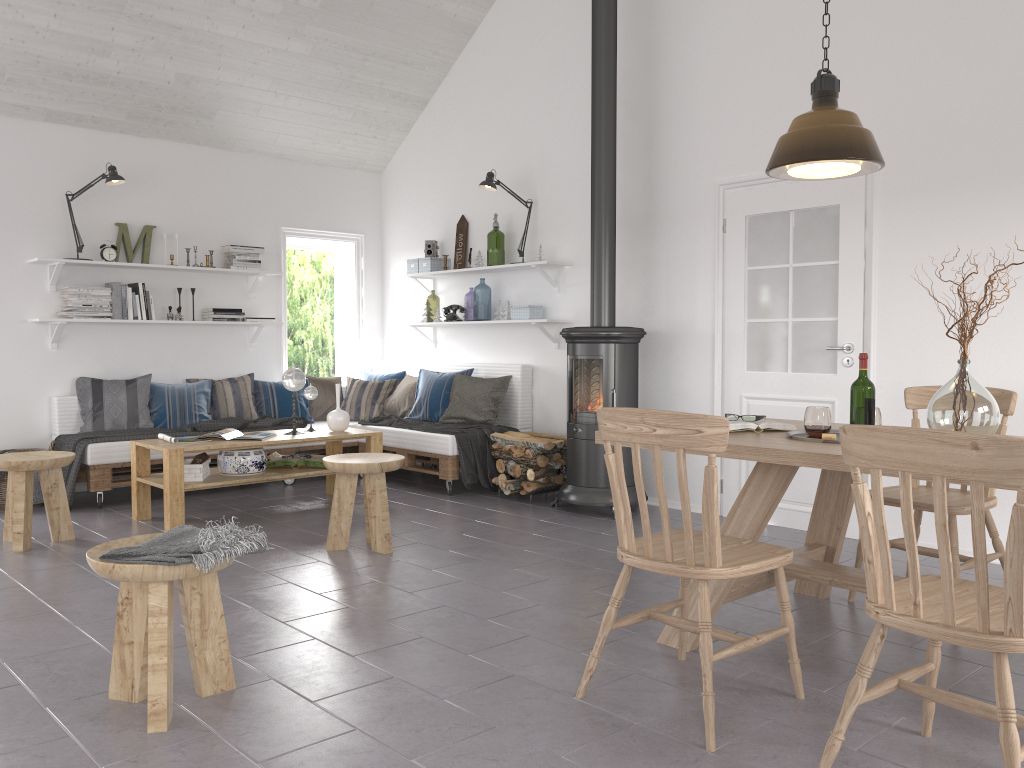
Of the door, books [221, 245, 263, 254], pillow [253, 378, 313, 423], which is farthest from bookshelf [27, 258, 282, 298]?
the door

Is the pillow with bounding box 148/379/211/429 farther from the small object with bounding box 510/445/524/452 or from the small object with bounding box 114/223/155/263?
the small object with bounding box 510/445/524/452

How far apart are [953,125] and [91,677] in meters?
4.5 m

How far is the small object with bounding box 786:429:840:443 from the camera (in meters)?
3.17

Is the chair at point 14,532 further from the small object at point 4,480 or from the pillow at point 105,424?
the pillow at point 105,424

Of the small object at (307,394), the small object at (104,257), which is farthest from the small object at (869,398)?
the small object at (104,257)

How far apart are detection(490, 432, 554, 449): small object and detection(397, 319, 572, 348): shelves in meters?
0.8

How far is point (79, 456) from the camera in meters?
5.7 m

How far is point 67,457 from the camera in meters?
4.7 m

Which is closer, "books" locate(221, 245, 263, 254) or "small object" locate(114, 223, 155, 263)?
"small object" locate(114, 223, 155, 263)
